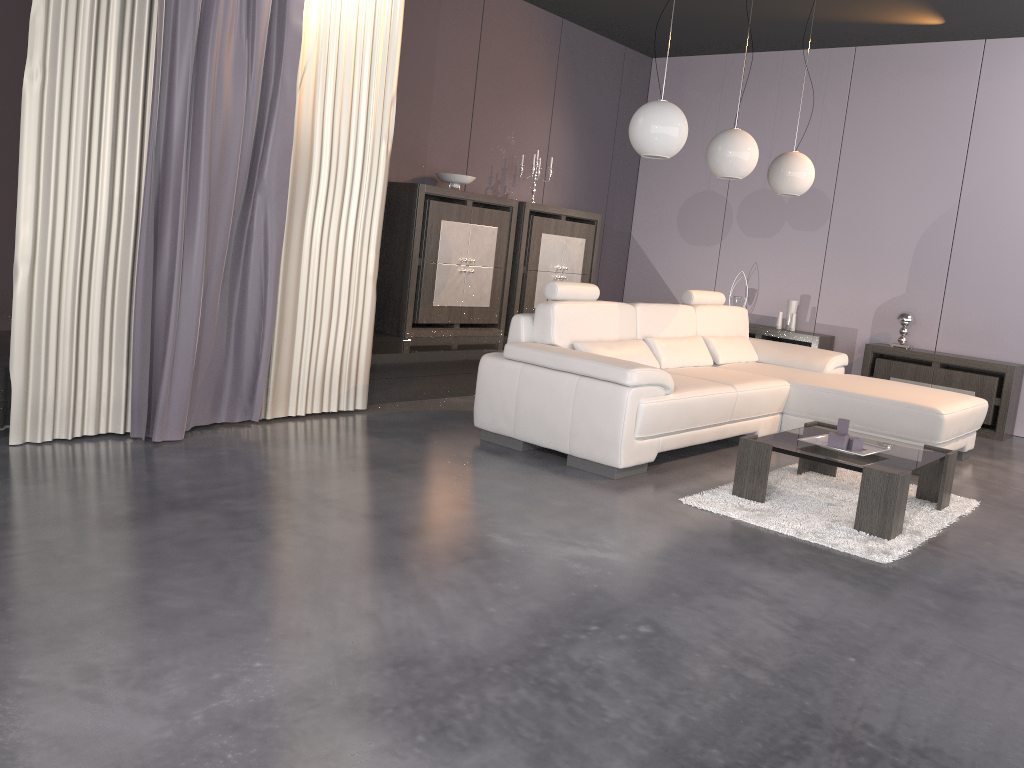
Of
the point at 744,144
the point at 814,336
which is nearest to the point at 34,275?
the point at 744,144

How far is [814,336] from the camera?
7.3 meters

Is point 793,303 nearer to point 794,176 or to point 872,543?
point 794,176

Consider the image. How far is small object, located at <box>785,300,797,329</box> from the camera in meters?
7.6

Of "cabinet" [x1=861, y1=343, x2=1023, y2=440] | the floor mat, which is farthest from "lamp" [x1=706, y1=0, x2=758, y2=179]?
"cabinet" [x1=861, y1=343, x2=1023, y2=440]

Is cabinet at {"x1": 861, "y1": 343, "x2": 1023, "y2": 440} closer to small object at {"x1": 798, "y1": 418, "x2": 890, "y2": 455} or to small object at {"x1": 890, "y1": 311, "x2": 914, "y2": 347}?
small object at {"x1": 890, "y1": 311, "x2": 914, "y2": 347}

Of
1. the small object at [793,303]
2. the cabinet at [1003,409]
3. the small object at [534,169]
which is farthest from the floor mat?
the small object at [534,169]

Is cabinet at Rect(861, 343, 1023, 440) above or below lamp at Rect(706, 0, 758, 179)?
below

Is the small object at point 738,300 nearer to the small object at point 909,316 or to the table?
the small object at point 909,316

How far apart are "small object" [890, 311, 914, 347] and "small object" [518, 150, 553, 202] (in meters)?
3.13
